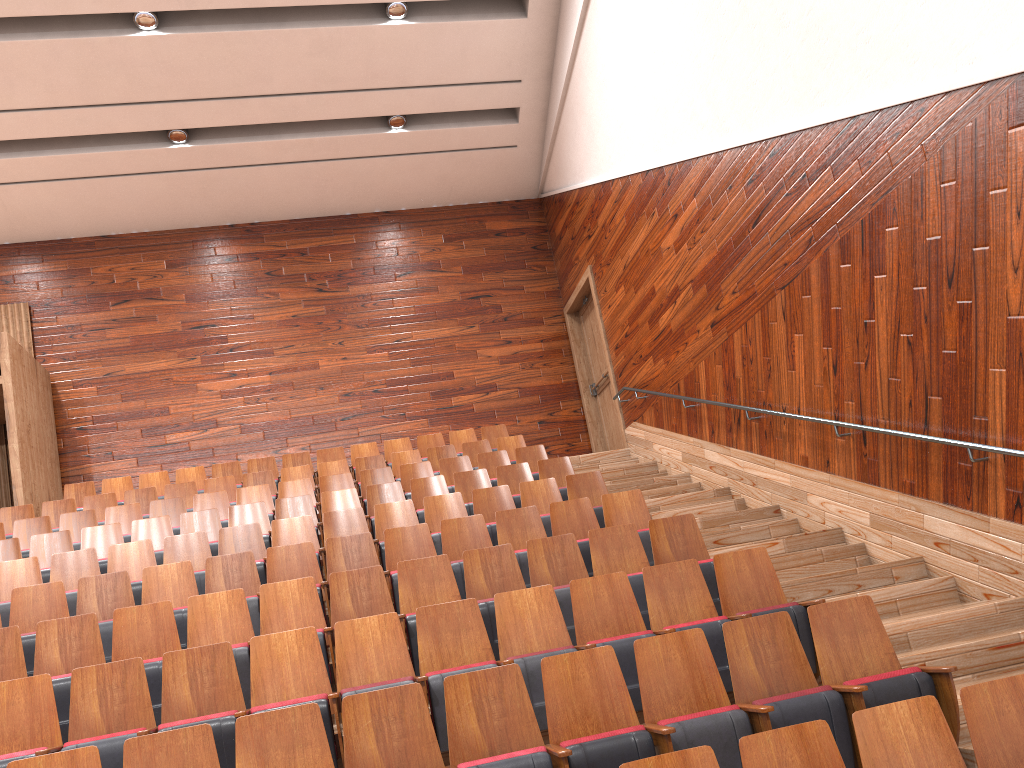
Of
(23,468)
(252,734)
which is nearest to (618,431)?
(23,468)

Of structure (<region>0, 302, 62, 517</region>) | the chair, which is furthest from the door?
structure (<region>0, 302, 62, 517</region>)

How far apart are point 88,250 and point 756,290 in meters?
0.9 m

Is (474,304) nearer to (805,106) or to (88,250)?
(88,250)

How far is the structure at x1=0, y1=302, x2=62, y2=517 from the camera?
0.9 meters

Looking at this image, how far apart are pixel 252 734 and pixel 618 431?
0.87m

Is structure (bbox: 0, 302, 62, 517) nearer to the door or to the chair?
the chair

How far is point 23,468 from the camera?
0.9m

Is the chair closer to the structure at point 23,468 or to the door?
the structure at point 23,468

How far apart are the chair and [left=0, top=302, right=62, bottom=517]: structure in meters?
0.0
